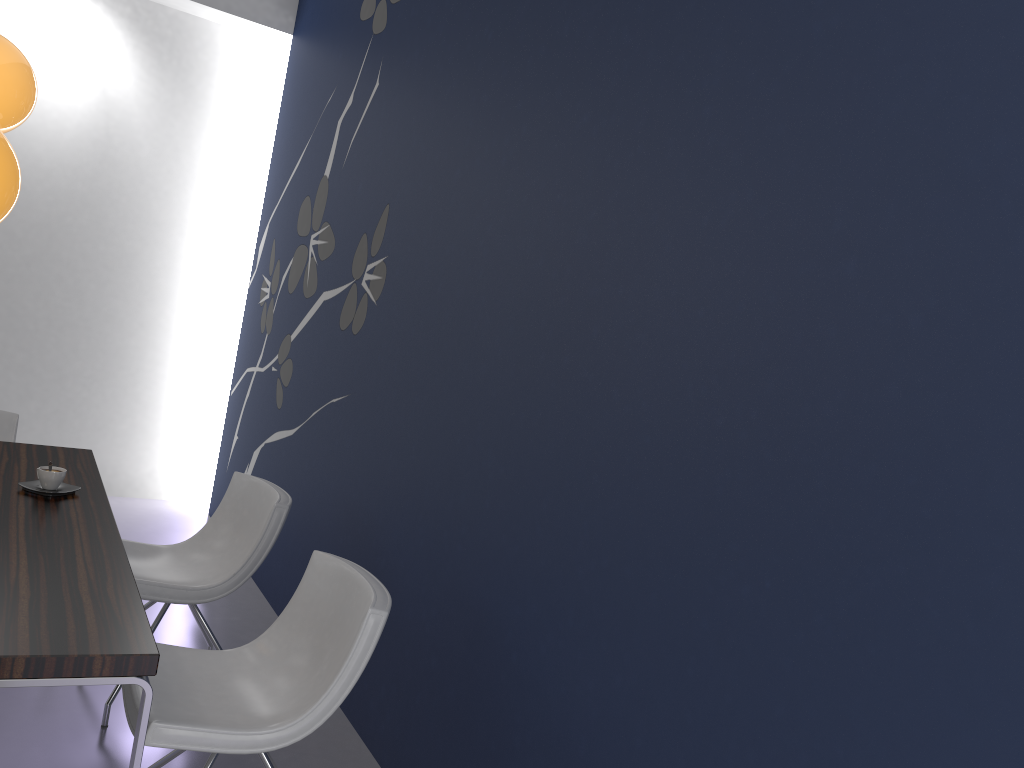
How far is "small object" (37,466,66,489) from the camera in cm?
280

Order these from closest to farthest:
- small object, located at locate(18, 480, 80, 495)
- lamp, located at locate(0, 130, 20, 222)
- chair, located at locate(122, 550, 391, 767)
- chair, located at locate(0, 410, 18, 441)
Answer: lamp, located at locate(0, 130, 20, 222), chair, located at locate(122, 550, 391, 767), small object, located at locate(18, 480, 80, 495), chair, located at locate(0, 410, 18, 441)

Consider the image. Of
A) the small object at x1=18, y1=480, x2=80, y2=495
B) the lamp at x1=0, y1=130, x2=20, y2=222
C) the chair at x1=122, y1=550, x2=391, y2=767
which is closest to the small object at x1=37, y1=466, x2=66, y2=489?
the small object at x1=18, y1=480, x2=80, y2=495

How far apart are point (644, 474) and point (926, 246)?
0.8m

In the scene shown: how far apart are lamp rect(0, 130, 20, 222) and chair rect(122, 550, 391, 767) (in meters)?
1.21

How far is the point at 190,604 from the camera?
3.09m

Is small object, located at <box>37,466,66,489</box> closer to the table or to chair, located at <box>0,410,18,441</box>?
the table

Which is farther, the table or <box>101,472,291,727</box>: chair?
<box>101,472,291,727</box>: chair

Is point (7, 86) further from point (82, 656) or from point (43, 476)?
point (82, 656)

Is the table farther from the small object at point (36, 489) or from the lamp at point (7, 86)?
the lamp at point (7, 86)
